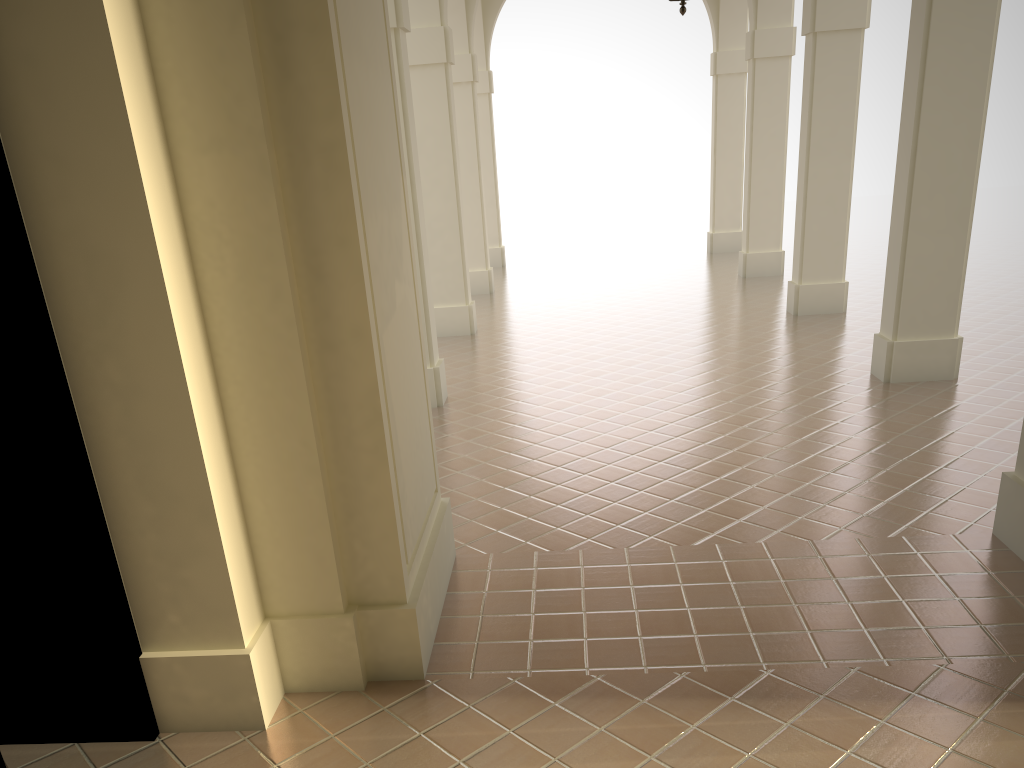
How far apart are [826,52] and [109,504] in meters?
11.2 m

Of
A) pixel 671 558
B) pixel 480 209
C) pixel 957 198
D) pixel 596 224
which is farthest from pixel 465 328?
pixel 596 224

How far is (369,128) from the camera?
4.2m
